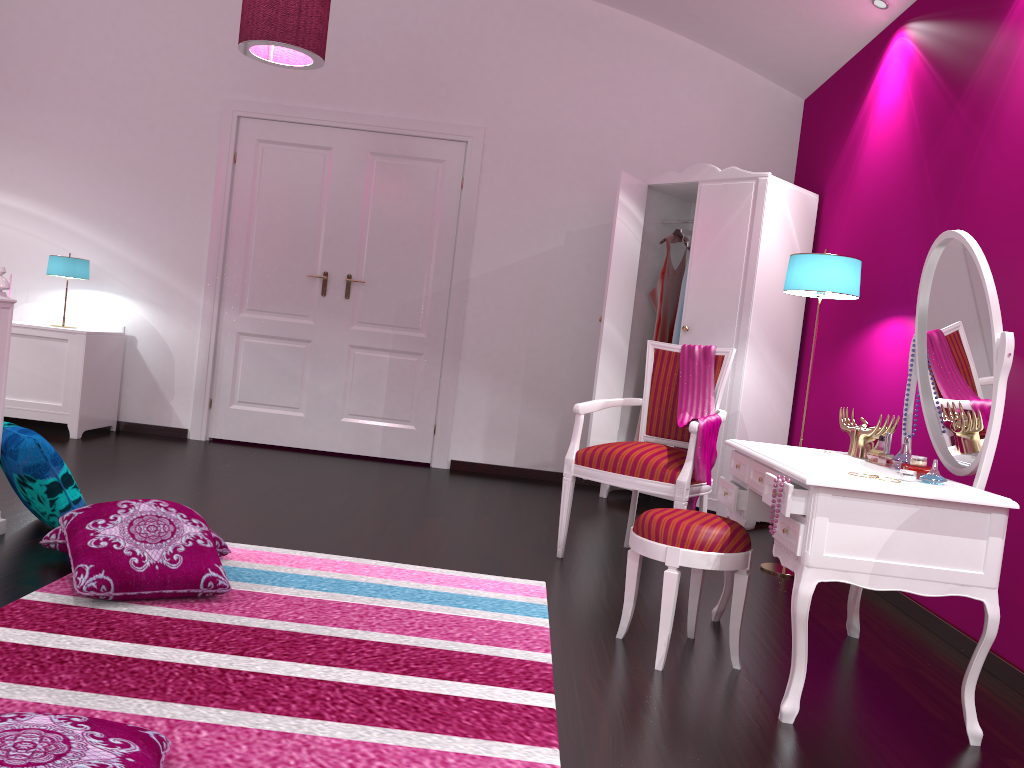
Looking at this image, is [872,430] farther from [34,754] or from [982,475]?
[34,754]

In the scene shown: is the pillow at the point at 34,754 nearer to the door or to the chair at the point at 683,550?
the chair at the point at 683,550

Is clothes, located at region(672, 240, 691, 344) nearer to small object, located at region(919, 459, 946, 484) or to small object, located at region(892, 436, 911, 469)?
small object, located at region(892, 436, 911, 469)

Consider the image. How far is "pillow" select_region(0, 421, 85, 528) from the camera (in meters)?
2.83

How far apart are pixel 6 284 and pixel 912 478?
2.7 meters

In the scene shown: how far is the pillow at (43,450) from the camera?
2.8m

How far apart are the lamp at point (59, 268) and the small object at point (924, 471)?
4.7m

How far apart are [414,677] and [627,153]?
4.1 meters

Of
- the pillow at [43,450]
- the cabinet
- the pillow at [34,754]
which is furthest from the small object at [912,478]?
the cabinet

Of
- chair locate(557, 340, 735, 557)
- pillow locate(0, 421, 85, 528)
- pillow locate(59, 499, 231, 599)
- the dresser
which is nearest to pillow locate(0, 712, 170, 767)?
pillow locate(59, 499, 231, 599)
